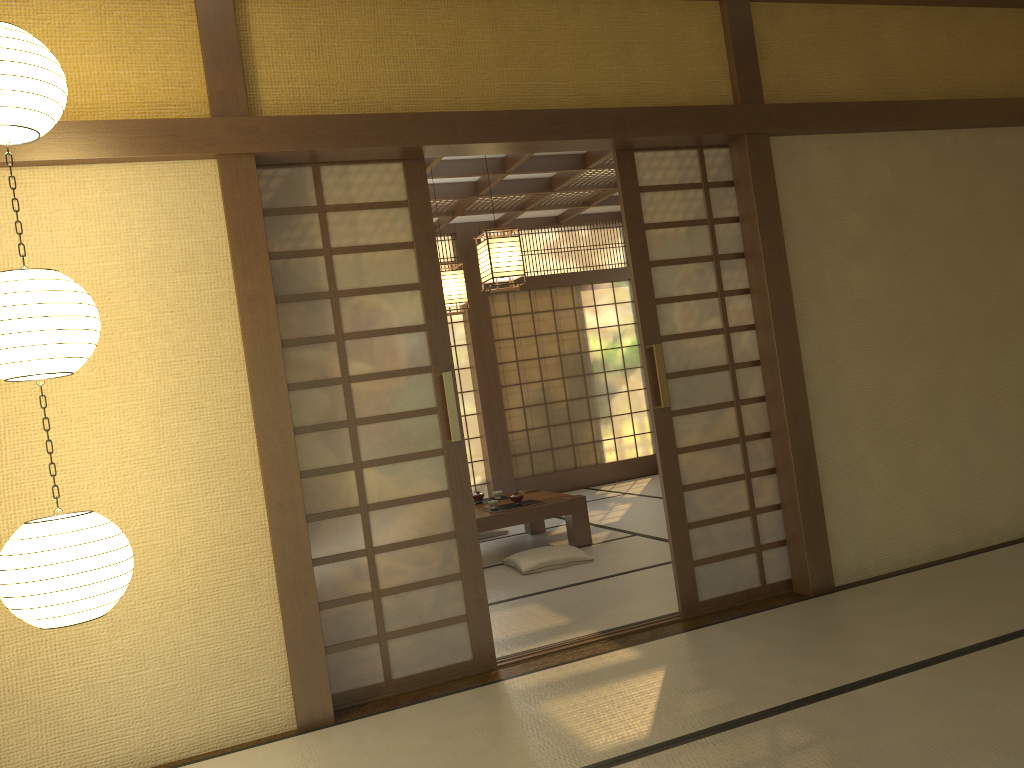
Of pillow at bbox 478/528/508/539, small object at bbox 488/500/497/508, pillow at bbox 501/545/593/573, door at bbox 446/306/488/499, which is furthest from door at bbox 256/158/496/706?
door at bbox 446/306/488/499

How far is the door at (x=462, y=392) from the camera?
9.44m

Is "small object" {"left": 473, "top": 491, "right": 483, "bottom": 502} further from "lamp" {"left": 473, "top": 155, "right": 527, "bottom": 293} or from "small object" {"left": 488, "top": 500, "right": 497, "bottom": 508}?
"lamp" {"left": 473, "top": 155, "right": 527, "bottom": 293}

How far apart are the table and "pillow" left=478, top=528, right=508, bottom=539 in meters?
0.3

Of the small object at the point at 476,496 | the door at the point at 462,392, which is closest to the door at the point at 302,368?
the small object at the point at 476,496

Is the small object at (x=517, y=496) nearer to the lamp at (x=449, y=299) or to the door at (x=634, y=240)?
the lamp at (x=449, y=299)

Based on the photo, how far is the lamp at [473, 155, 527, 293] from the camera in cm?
540

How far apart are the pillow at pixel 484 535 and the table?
0.3 meters

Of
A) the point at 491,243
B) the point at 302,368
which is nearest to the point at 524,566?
the point at 491,243

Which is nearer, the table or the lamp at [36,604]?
the lamp at [36,604]
